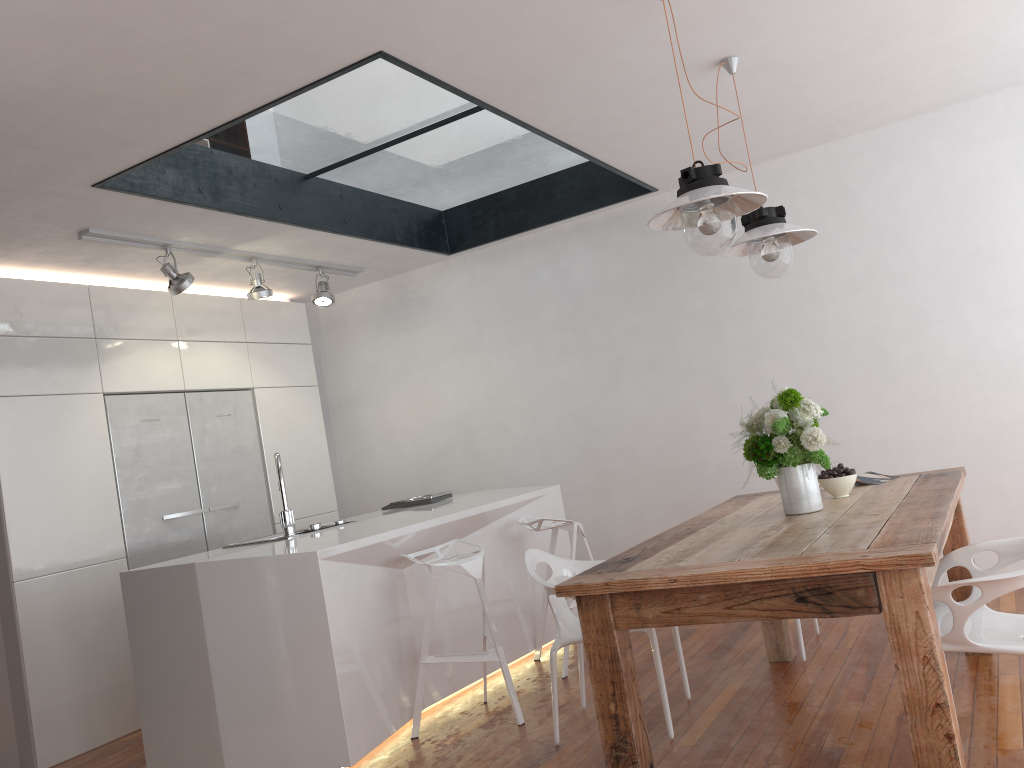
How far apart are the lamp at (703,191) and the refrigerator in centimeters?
348cm

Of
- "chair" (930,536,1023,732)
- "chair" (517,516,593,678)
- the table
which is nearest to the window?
"chair" (517,516,593,678)

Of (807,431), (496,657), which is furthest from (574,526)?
(807,431)

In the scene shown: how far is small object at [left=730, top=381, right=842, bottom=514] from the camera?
3.0 meters

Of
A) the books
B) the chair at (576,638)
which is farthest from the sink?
the books

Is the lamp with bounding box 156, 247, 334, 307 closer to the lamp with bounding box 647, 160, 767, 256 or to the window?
the window

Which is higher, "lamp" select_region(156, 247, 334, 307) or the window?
the window

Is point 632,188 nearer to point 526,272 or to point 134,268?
point 526,272

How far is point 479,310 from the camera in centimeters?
608cm

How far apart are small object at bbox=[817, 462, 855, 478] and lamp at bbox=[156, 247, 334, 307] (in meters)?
3.26
